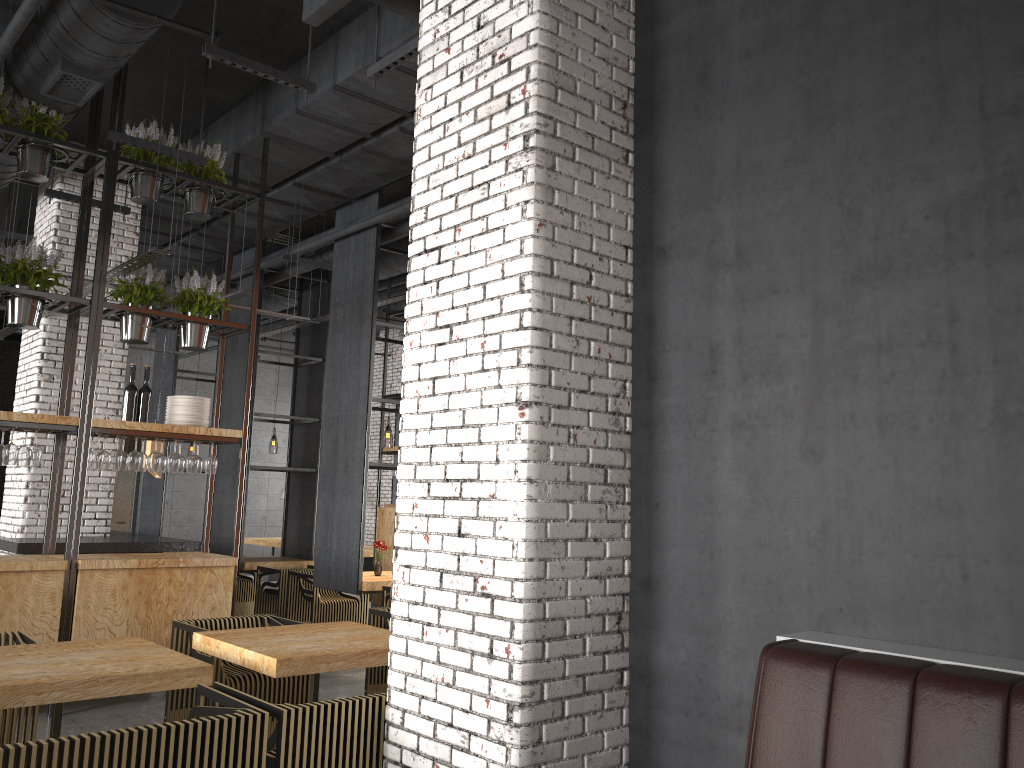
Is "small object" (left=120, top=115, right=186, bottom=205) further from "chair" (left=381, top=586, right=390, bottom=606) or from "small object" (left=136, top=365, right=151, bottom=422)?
"chair" (left=381, top=586, right=390, bottom=606)

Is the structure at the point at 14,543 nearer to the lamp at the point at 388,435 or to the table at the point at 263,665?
the table at the point at 263,665

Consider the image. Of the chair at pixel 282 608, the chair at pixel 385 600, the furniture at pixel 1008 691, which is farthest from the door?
the furniture at pixel 1008 691

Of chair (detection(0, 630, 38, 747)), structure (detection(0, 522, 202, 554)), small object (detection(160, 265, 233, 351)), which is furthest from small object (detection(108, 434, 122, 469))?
chair (detection(0, 630, 38, 747))

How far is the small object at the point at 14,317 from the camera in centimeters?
632cm

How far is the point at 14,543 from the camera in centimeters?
733cm

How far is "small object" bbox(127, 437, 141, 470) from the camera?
6.60m

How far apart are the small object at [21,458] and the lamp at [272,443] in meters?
12.6

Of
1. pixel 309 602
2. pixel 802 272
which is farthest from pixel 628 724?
pixel 309 602

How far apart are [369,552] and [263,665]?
9.1m
